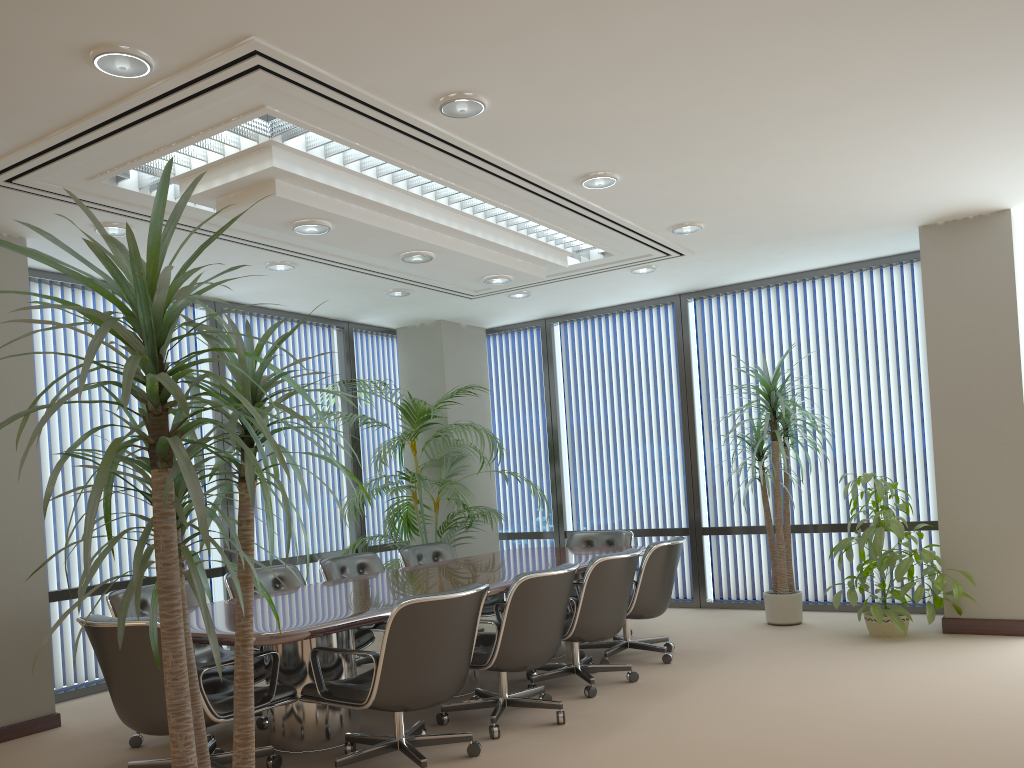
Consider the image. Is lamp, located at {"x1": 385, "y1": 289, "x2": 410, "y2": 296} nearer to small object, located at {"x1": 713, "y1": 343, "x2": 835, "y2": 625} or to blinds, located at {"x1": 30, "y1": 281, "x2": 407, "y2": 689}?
blinds, located at {"x1": 30, "y1": 281, "x2": 407, "y2": 689}

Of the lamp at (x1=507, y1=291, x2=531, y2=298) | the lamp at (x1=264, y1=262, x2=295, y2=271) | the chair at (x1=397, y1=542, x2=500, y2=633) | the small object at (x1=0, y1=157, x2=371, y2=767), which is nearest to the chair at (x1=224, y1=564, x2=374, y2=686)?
the chair at (x1=397, y1=542, x2=500, y2=633)

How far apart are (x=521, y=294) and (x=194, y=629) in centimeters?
478cm

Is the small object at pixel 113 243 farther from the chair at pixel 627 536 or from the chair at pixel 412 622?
the chair at pixel 627 536

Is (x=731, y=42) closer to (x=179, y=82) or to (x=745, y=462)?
(x=179, y=82)

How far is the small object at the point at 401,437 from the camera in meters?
7.9 m

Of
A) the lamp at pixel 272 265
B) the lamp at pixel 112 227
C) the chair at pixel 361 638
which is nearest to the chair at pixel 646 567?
the chair at pixel 361 638

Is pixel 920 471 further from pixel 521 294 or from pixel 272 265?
pixel 272 265

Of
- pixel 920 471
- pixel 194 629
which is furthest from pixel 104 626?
pixel 920 471

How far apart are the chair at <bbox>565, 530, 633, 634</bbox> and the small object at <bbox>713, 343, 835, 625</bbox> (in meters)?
1.15
